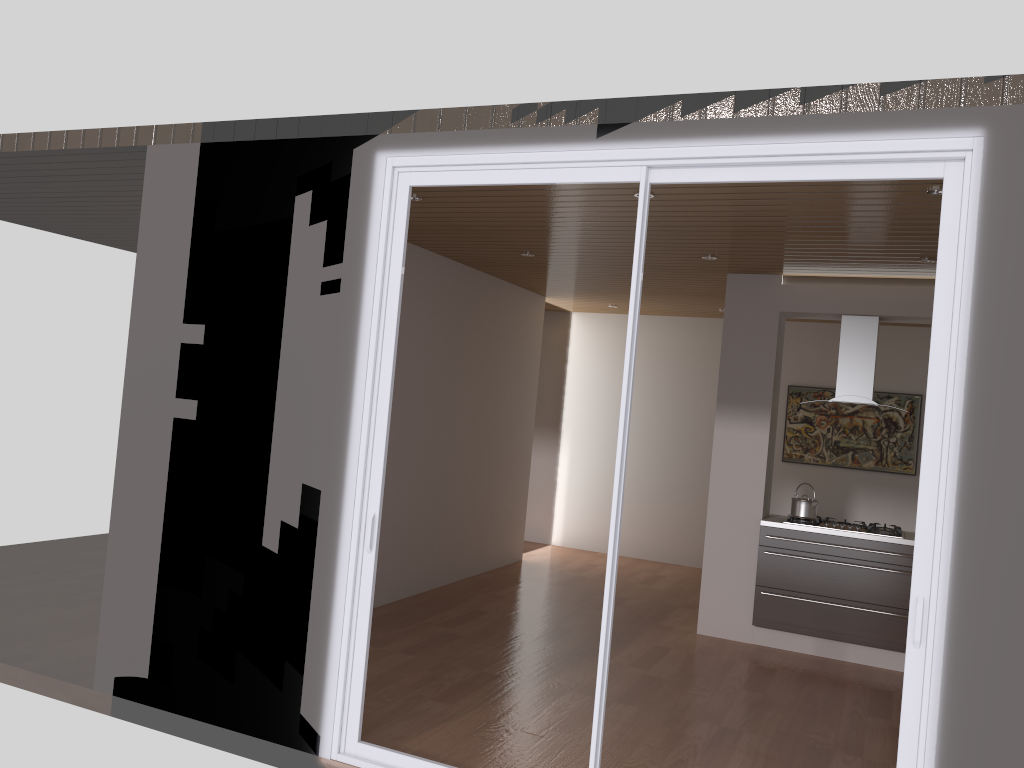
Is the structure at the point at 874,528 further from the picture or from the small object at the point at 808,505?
the picture

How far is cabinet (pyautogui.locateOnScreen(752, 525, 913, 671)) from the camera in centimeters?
602cm

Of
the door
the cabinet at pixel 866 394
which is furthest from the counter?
the door

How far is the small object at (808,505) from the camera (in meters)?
6.34

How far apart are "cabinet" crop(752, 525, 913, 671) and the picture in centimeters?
303cm

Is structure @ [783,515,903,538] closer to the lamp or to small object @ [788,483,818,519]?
small object @ [788,483,818,519]

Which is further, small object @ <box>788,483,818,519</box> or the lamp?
small object @ <box>788,483,818,519</box>

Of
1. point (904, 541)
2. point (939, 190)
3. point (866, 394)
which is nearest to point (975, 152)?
point (939, 190)

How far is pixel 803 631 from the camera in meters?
6.2

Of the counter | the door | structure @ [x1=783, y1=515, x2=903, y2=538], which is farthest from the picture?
the door
